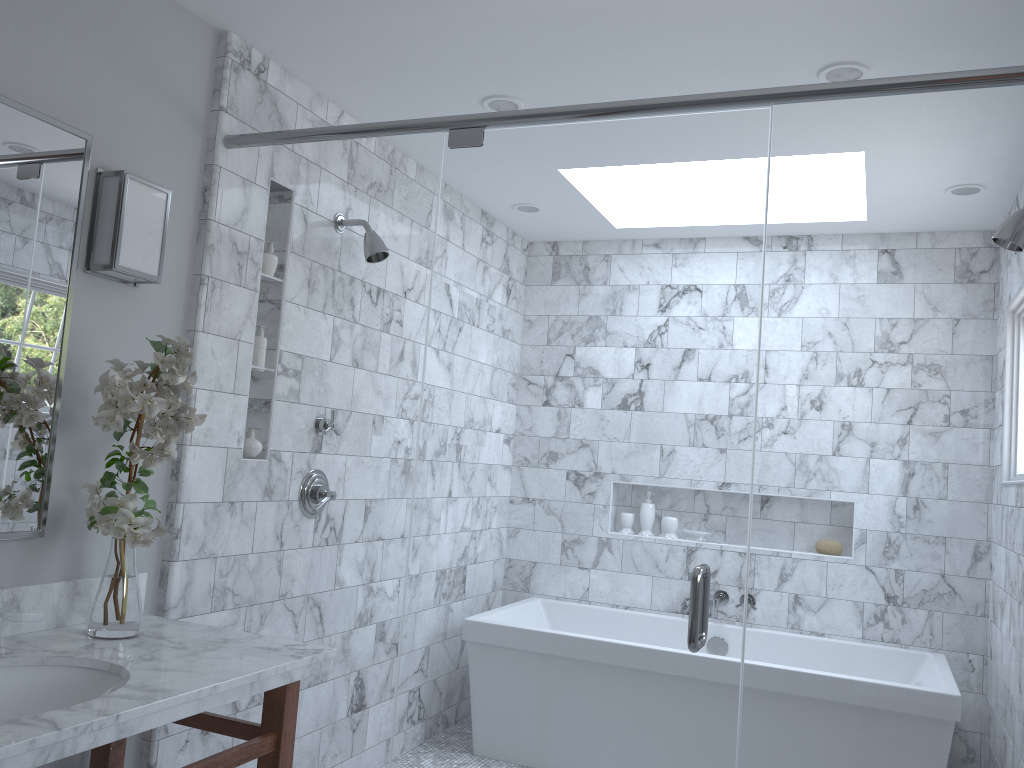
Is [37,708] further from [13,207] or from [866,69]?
[866,69]

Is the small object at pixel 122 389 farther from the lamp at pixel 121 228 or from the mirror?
the lamp at pixel 121 228

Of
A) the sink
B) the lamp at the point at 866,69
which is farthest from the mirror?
the lamp at the point at 866,69

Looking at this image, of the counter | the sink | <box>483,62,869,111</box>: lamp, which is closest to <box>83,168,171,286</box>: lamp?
the counter

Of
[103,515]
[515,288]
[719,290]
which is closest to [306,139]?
[103,515]

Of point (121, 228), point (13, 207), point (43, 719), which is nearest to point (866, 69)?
point (121, 228)

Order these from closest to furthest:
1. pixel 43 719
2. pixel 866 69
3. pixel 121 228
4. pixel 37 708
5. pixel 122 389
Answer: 1. pixel 43 719
2. pixel 37 708
3. pixel 122 389
4. pixel 121 228
5. pixel 866 69

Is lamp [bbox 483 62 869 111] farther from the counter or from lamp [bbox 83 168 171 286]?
the counter

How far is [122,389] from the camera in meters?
2.0

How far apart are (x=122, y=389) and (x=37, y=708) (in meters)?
0.68
